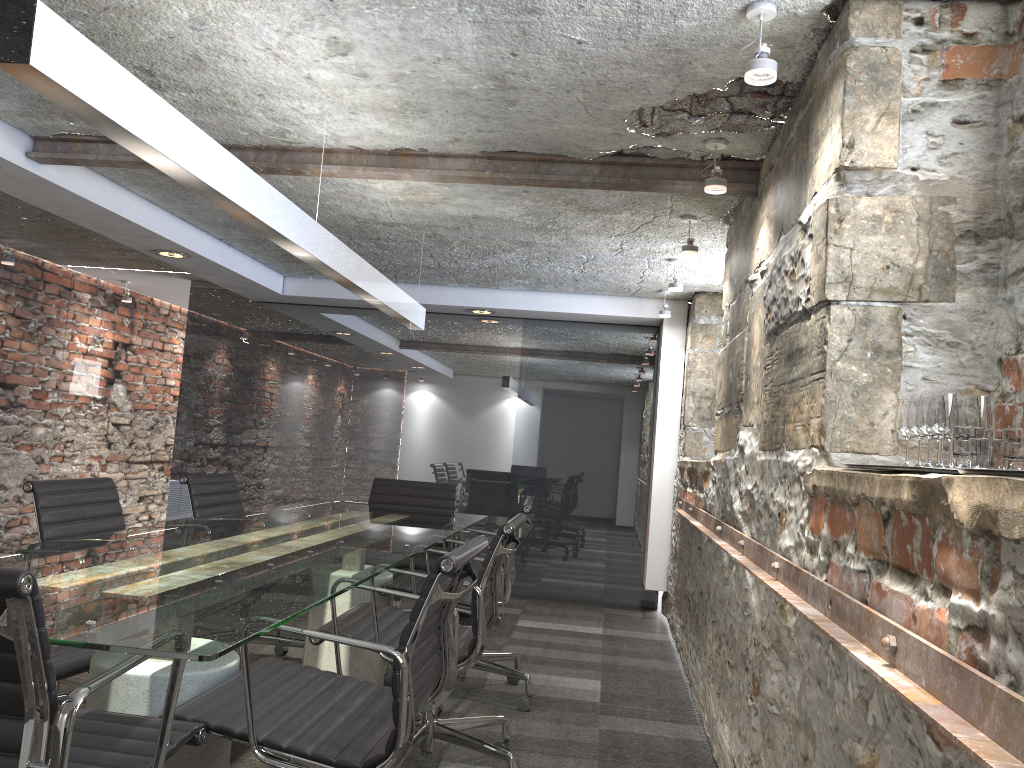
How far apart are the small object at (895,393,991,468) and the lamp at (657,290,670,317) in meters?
4.1

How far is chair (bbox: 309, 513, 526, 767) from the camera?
2.6m

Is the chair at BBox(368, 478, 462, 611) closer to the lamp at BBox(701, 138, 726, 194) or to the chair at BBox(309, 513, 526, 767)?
the chair at BBox(309, 513, 526, 767)

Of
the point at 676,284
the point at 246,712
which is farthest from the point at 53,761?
the point at 676,284

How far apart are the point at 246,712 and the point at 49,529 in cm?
142

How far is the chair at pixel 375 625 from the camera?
2.6 meters

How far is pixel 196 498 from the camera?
3.73m

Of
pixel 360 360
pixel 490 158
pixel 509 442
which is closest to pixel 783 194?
pixel 490 158

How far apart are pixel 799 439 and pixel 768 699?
0.7 meters

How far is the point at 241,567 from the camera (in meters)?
2.22
